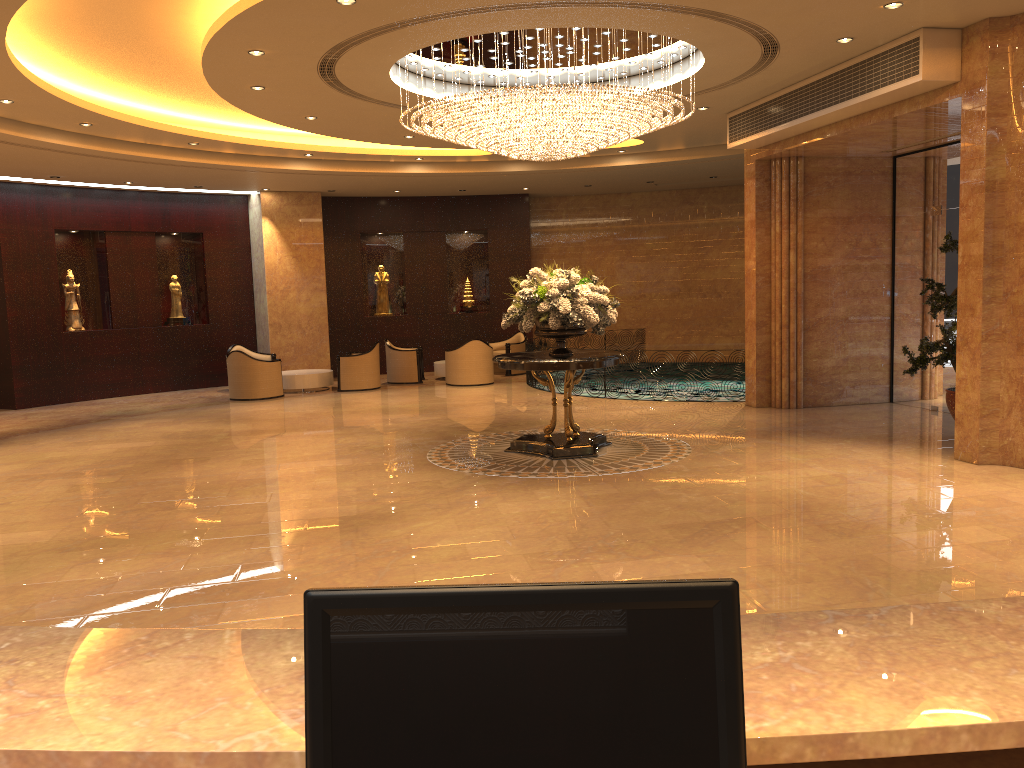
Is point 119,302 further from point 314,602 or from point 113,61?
point 314,602

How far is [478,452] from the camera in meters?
10.1 m

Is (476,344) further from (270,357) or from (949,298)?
(949,298)

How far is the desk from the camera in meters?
1.4

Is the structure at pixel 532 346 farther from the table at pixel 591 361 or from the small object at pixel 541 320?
the table at pixel 591 361

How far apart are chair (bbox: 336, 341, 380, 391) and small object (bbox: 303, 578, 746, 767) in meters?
15.8 m

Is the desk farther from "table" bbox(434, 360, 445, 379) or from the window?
"table" bbox(434, 360, 445, 379)

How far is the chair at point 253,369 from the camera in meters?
15.8 m

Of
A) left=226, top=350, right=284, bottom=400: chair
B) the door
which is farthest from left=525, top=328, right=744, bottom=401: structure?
the door

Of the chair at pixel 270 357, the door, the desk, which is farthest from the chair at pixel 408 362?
the desk
